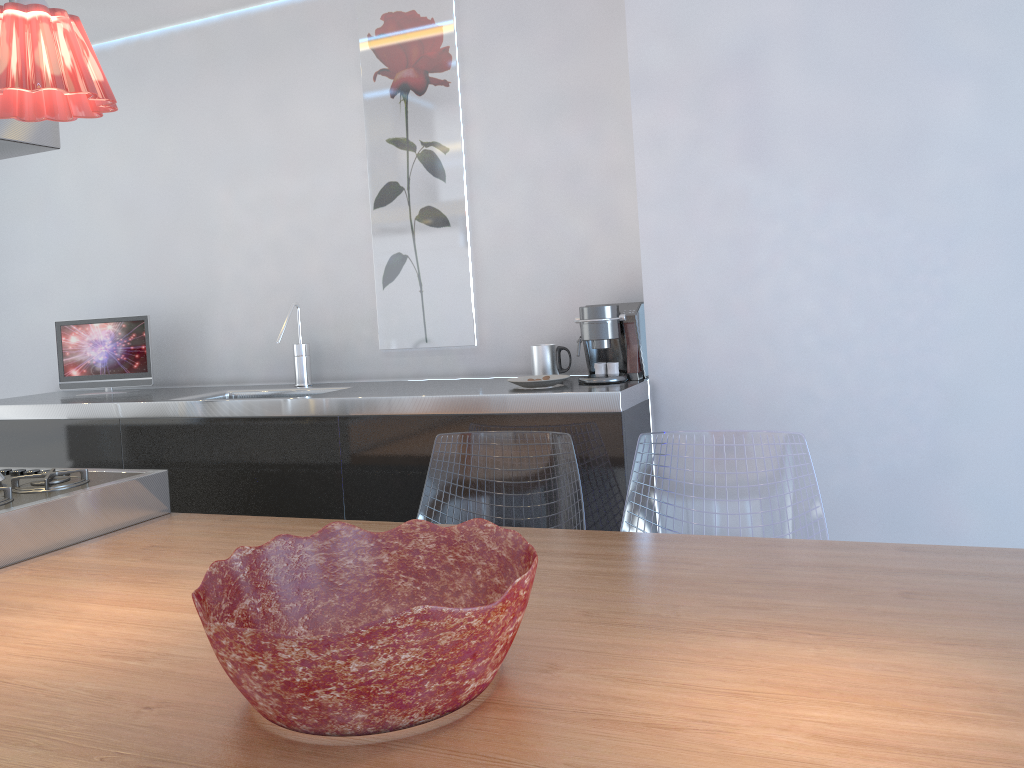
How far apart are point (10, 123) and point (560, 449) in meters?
1.6 m

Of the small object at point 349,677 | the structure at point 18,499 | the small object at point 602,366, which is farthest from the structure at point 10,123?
the small object at point 602,366

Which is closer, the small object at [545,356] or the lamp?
the lamp

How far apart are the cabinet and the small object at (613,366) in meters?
0.1

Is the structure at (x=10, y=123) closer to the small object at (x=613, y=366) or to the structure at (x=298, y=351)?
the structure at (x=298, y=351)

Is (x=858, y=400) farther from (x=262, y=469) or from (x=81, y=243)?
(x=81, y=243)

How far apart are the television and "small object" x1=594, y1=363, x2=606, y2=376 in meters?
2.0 m

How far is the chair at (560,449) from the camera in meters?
2.4

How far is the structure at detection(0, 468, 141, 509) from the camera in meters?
2.2 m

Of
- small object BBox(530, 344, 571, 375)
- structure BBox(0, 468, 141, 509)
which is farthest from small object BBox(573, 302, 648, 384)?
structure BBox(0, 468, 141, 509)
